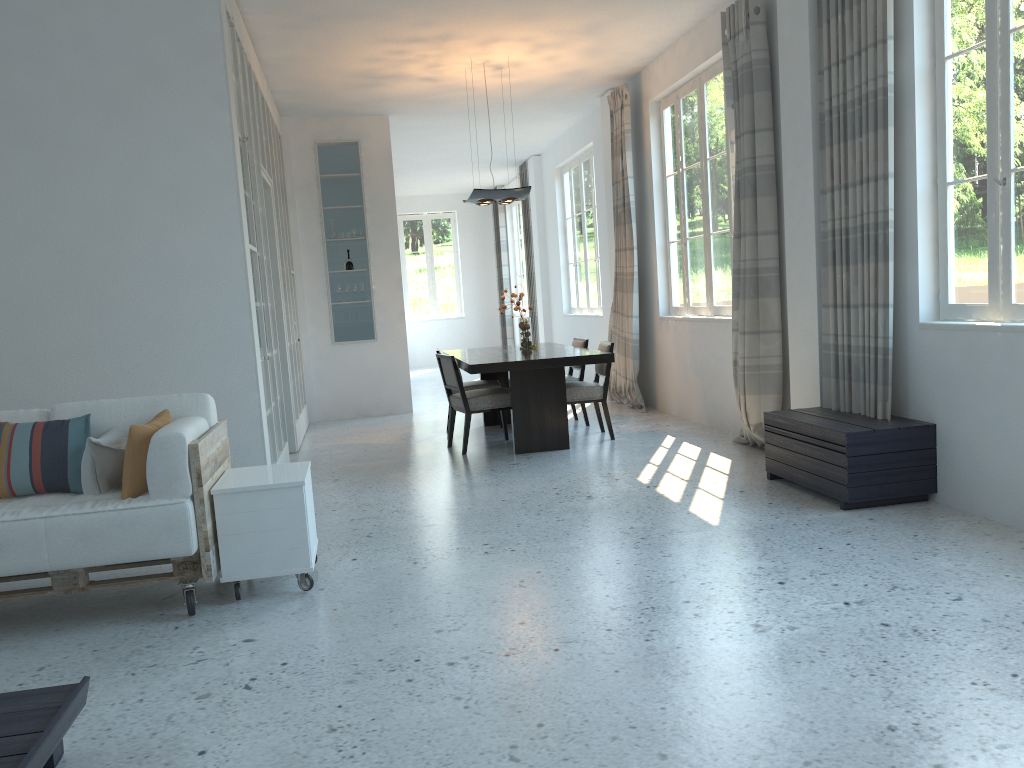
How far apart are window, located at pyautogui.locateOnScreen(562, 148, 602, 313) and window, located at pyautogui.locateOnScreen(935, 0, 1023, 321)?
6.4 meters

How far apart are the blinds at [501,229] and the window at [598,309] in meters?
4.2 m

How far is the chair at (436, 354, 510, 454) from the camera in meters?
6.9

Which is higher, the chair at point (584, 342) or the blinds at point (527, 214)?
the blinds at point (527, 214)

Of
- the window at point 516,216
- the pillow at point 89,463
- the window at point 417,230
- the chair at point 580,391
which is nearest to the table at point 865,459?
the chair at point 580,391

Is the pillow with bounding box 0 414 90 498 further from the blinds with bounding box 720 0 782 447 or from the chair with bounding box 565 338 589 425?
the chair with bounding box 565 338 589 425

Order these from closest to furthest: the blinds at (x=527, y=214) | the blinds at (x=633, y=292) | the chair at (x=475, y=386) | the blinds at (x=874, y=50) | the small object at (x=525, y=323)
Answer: the blinds at (x=874, y=50) < the chair at (x=475, y=386) < the small object at (x=525, y=323) < the blinds at (x=633, y=292) < the blinds at (x=527, y=214)

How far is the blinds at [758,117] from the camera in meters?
5.8 m

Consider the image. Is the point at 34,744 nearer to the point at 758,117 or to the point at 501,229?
the point at 758,117

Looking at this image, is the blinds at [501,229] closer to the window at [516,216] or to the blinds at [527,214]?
the window at [516,216]
